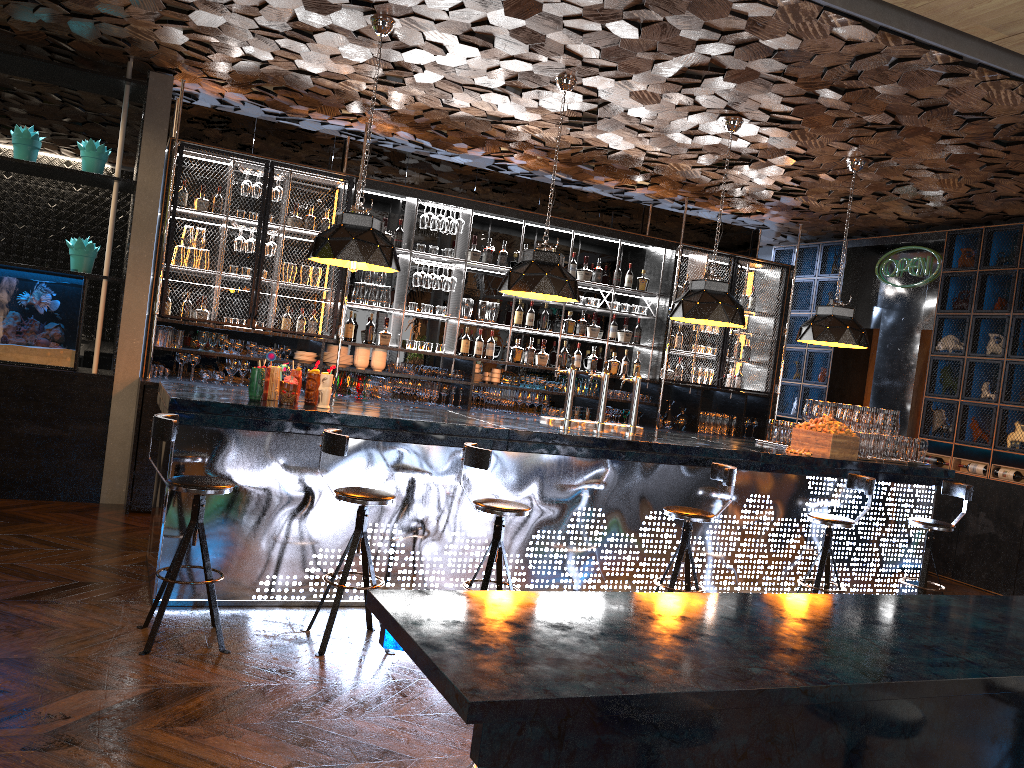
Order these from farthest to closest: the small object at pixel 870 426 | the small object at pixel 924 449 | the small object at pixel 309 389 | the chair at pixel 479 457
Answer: the small object at pixel 924 449 → the small object at pixel 870 426 → the small object at pixel 309 389 → the chair at pixel 479 457

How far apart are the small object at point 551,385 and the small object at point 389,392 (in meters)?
1.68

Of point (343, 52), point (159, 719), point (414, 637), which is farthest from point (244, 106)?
point (414, 637)

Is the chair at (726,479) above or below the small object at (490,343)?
below

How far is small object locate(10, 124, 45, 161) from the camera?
7.02m

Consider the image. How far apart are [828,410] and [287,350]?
4.77m

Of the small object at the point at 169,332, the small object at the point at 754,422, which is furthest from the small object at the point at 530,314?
the small object at the point at 169,332

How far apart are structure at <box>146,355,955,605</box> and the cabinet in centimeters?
143cm

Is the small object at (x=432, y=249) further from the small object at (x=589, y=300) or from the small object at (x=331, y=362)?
the small object at (x=589, y=300)

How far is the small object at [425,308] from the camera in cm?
860
